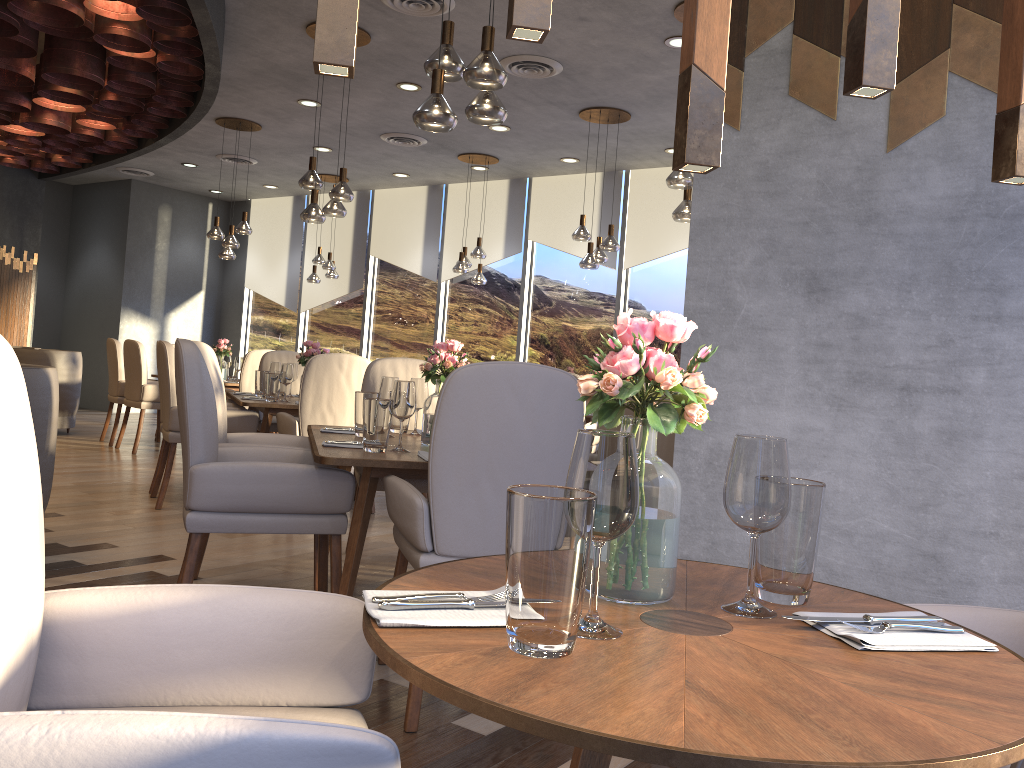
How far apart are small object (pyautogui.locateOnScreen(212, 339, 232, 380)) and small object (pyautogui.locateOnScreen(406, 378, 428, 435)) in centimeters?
542cm

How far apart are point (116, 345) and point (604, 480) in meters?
8.1 m

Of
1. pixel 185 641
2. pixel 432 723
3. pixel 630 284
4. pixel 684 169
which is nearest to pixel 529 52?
pixel 630 284

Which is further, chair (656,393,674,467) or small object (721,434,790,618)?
chair (656,393,674,467)

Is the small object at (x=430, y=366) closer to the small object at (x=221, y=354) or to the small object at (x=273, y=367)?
the small object at (x=273, y=367)

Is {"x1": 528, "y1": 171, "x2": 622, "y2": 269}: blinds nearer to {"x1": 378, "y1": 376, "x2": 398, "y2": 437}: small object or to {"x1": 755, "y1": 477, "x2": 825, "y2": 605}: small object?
{"x1": 378, "y1": 376, "x2": 398, "y2": 437}: small object

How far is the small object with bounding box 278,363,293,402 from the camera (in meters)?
5.60

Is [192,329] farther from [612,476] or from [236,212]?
[612,476]

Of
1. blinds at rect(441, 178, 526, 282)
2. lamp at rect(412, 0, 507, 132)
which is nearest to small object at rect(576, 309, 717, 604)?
lamp at rect(412, 0, 507, 132)

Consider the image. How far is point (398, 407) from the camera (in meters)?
3.02
